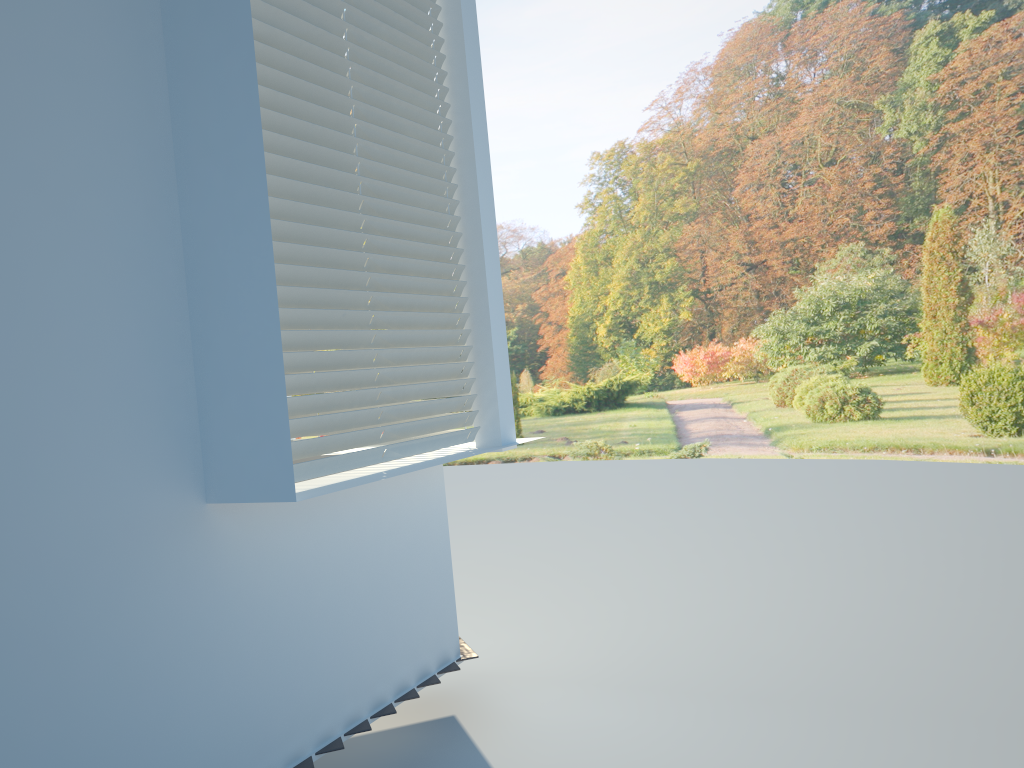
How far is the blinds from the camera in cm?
246

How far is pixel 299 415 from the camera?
2.5m

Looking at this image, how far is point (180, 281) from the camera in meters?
2.3 m

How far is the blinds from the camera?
2.5 meters

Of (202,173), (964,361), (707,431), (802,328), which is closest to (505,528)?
(707,431)
